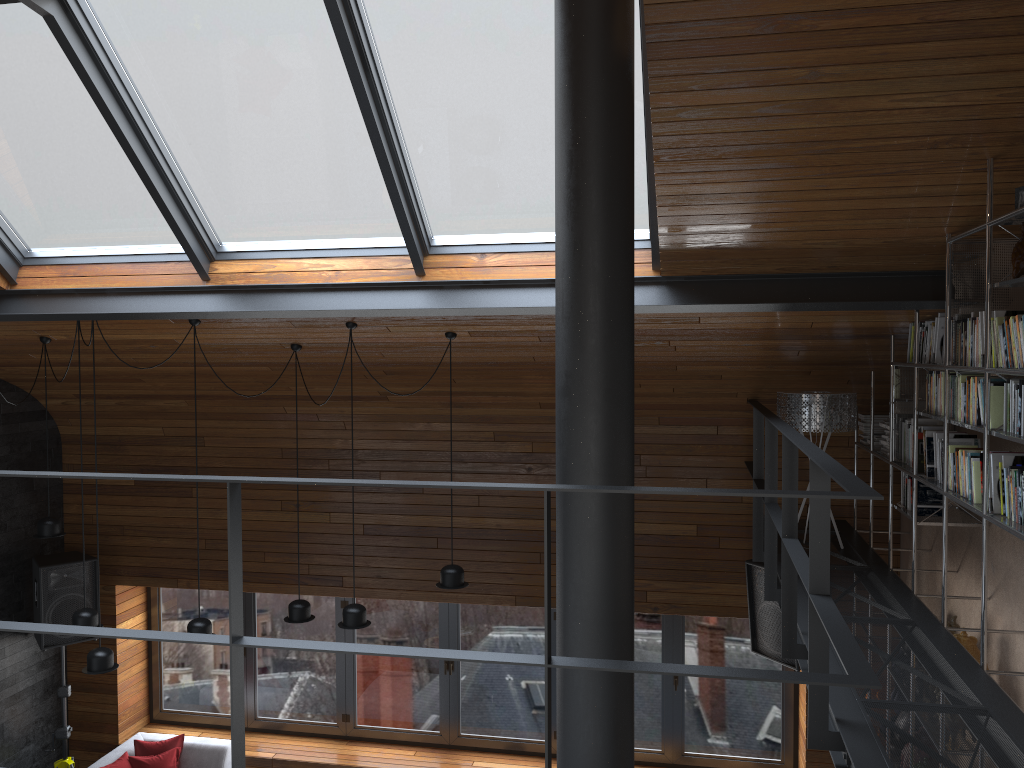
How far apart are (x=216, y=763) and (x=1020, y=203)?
7.1 meters

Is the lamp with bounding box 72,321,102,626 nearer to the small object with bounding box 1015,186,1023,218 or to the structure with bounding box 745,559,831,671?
the structure with bounding box 745,559,831,671

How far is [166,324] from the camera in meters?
5.8

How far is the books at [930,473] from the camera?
4.6 meters

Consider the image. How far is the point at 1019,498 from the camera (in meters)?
3.33

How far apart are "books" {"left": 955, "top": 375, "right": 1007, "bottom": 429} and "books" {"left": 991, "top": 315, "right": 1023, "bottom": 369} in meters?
0.2

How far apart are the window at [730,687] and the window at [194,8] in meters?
3.8 m

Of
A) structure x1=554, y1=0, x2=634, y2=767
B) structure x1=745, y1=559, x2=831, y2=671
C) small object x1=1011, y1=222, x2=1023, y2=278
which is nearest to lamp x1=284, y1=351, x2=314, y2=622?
structure x1=745, y1=559, x2=831, y2=671

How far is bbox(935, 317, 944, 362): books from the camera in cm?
434

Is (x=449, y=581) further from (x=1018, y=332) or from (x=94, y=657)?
(x=1018, y=332)
